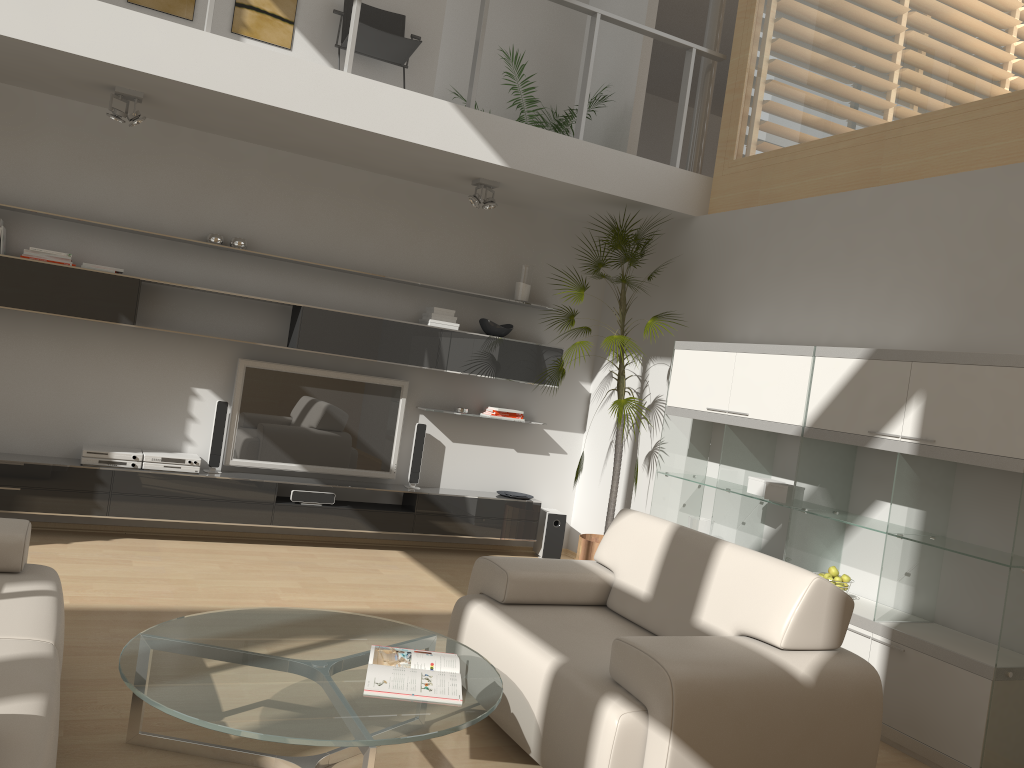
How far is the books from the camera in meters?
2.7 m

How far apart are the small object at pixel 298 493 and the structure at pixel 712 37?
3.5 meters

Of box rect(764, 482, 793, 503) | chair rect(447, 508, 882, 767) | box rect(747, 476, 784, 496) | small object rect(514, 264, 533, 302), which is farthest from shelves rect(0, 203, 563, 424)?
chair rect(447, 508, 882, 767)

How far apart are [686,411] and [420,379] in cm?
214

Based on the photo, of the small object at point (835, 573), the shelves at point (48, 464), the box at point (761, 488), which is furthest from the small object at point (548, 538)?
the small object at point (835, 573)

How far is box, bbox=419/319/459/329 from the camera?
6.4m

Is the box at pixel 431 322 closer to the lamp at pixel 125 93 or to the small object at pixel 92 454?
the small object at pixel 92 454

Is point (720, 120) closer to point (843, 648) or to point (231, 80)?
point (231, 80)

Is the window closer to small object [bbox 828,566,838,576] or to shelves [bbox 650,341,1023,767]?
shelves [bbox 650,341,1023,767]

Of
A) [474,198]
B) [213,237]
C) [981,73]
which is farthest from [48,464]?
[981,73]
